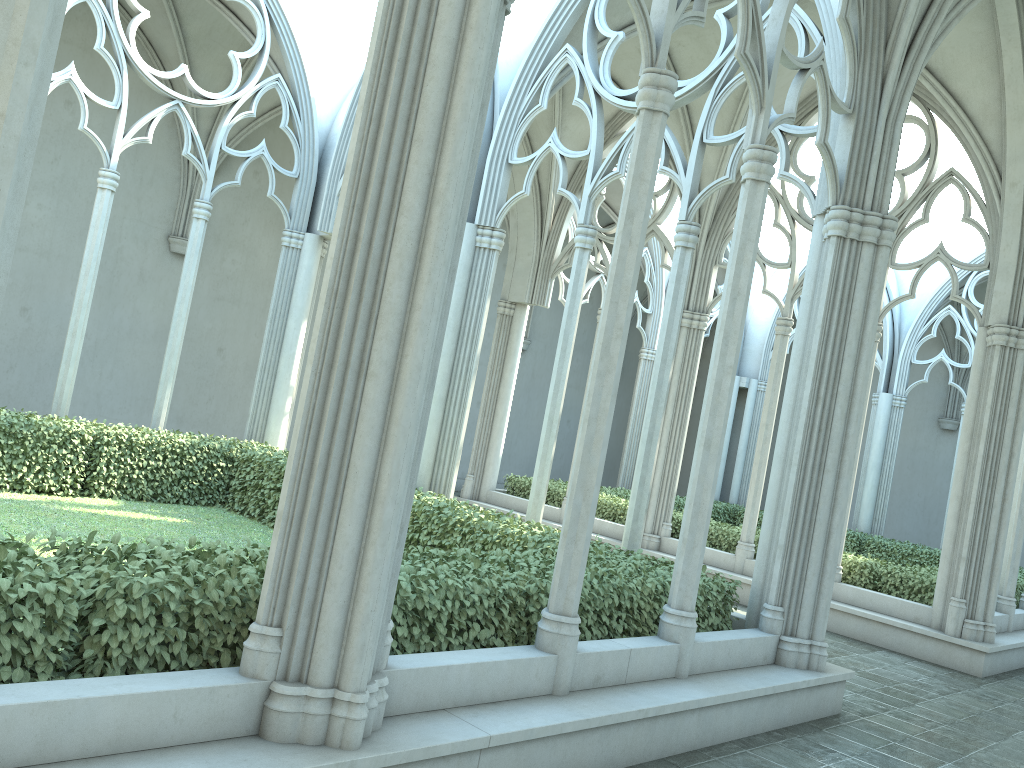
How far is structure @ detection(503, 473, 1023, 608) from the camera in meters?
11.5 m

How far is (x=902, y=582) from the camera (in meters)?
11.45

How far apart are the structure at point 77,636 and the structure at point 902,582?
5.2 meters

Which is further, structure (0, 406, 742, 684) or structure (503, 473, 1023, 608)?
structure (503, 473, 1023, 608)

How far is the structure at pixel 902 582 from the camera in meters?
11.5

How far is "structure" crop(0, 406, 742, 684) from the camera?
3.6 meters

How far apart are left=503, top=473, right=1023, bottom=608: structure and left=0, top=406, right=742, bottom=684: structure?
5.2 meters

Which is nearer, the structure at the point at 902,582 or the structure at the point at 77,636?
the structure at the point at 77,636
